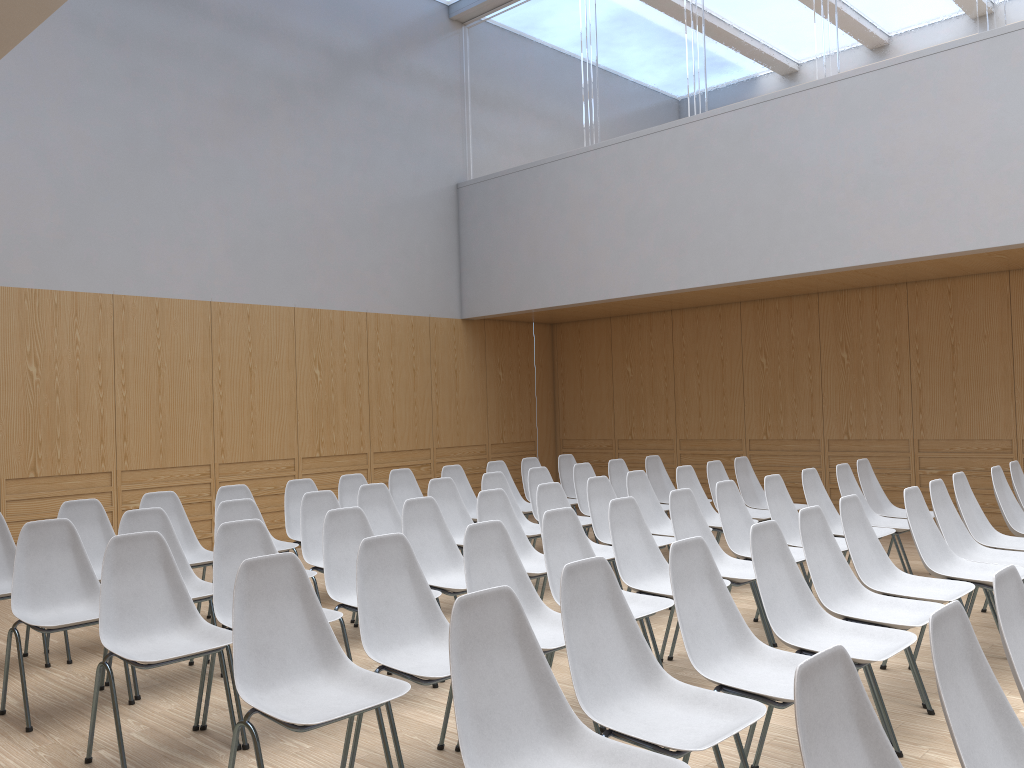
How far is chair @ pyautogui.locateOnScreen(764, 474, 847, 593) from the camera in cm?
555

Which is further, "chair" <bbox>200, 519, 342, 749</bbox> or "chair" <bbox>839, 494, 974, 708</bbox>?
"chair" <bbox>839, 494, 974, 708</bbox>

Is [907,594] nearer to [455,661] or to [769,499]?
[769,499]

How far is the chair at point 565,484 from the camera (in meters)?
8.72

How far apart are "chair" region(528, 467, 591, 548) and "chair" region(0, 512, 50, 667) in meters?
3.6

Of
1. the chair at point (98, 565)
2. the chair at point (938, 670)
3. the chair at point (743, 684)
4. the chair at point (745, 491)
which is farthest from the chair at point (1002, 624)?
the chair at point (745, 491)

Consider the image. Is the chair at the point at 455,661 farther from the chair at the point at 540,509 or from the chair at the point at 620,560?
the chair at the point at 540,509

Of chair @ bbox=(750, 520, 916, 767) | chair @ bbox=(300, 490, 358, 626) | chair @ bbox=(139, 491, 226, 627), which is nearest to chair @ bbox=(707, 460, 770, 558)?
chair @ bbox=(300, 490, 358, 626)

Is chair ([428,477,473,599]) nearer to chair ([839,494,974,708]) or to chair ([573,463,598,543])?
chair ([573,463,598,543])

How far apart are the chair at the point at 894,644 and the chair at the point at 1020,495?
3.3m
